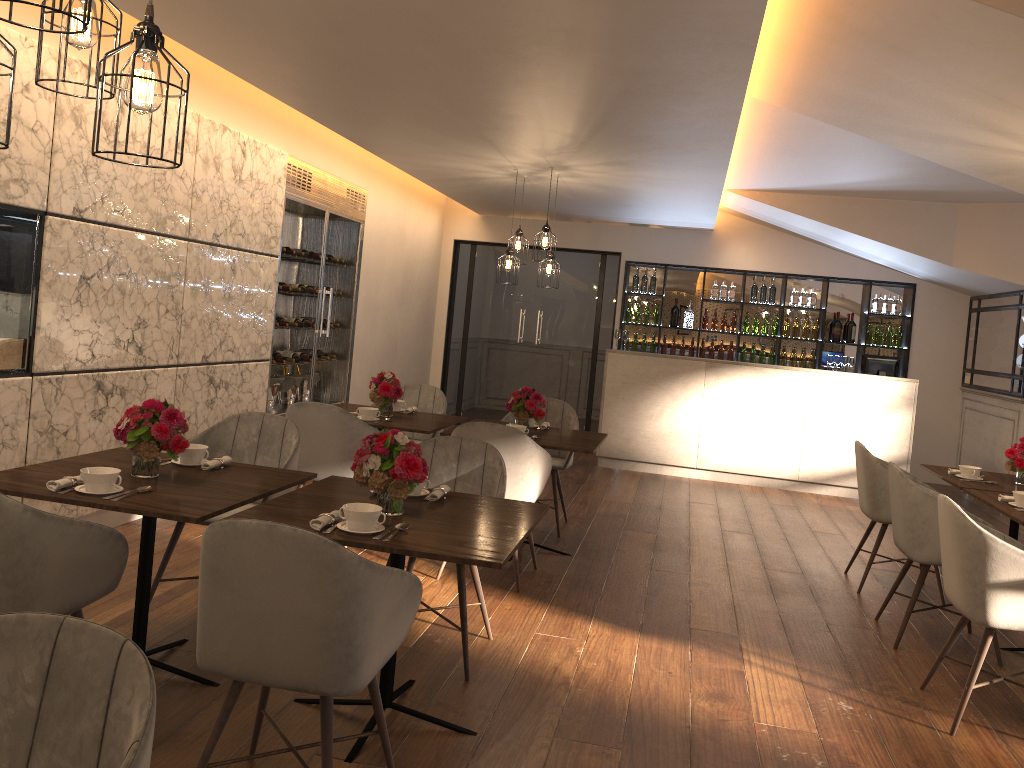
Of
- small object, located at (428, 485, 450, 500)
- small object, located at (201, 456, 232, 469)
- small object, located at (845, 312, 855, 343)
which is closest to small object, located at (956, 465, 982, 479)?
small object, located at (428, 485, 450, 500)

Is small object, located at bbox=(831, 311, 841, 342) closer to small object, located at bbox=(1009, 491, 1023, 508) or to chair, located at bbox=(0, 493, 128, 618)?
small object, located at bbox=(1009, 491, 1023, 508)

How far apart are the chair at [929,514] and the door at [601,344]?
6.3 meters

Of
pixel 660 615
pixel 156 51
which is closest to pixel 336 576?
pixel 156 51

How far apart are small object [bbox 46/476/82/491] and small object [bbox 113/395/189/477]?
0.22m

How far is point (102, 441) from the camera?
4.91m

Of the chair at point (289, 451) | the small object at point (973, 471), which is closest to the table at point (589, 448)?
the chair at point (289, 451)

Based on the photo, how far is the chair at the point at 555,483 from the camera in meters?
6.0 m

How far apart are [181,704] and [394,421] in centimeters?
258cm

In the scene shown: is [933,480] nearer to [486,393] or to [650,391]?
[650,391]
